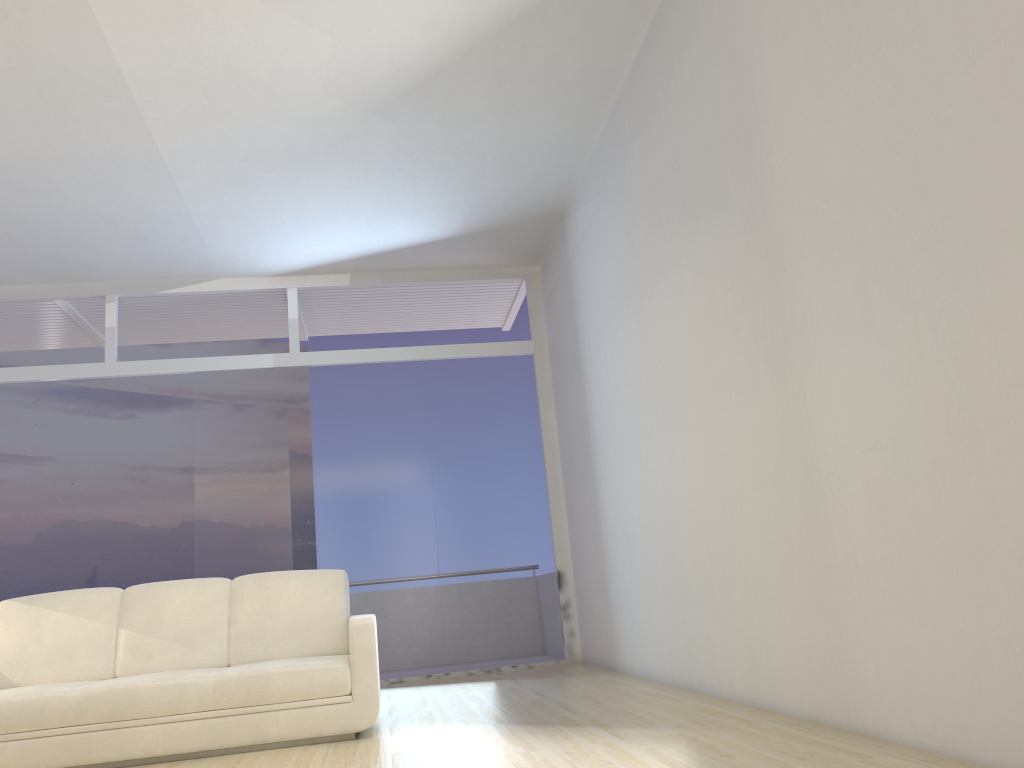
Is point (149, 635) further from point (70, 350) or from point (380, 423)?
point (70, 350)

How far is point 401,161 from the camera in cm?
614

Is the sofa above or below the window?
below

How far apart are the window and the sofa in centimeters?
246cm

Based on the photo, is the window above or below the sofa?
above

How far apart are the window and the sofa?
2.5 meters

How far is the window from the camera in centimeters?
743cm

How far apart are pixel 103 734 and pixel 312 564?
3.4 meters

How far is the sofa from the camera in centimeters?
407cm

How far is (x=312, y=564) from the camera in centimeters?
743cm
